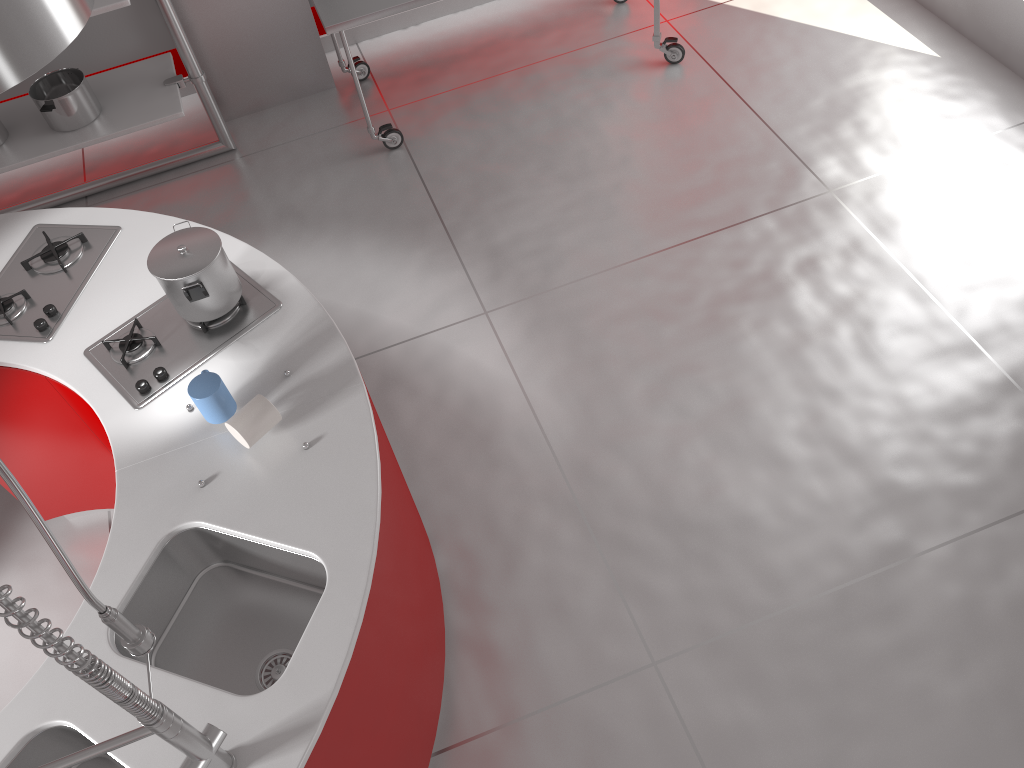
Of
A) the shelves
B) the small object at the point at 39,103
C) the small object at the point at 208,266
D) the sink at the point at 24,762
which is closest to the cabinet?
the small object at the point at 208,266

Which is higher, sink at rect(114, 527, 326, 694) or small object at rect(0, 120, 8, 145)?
sink at rect(114, 527, 326, 694)

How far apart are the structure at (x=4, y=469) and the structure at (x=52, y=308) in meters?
1.2

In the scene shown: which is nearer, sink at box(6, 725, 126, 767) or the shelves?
sink at box(6, 725, 126, 767)

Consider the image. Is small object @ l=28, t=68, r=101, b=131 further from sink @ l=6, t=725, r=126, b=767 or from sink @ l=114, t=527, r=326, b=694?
sink @ l=6, t=725, r=126, b=767

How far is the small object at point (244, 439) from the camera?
2.0m

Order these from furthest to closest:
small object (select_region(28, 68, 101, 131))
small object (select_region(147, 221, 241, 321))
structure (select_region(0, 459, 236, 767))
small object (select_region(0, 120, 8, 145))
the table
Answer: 1. small object (select_region(0, 120, 8, 145))
2. small object (select_region(28, 68, 101, 131))
3. the table
4. small object (select_region(147, 221, 241, 321))
5. structure (select_region(0, 459, 236, 767))

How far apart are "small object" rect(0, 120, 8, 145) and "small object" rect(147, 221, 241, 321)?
2.2 meters

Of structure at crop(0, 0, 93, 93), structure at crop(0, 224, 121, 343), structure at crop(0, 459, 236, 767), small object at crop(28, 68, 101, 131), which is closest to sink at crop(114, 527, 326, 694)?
structure at crop(0, 459, 236, 767)

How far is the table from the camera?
3.6m
